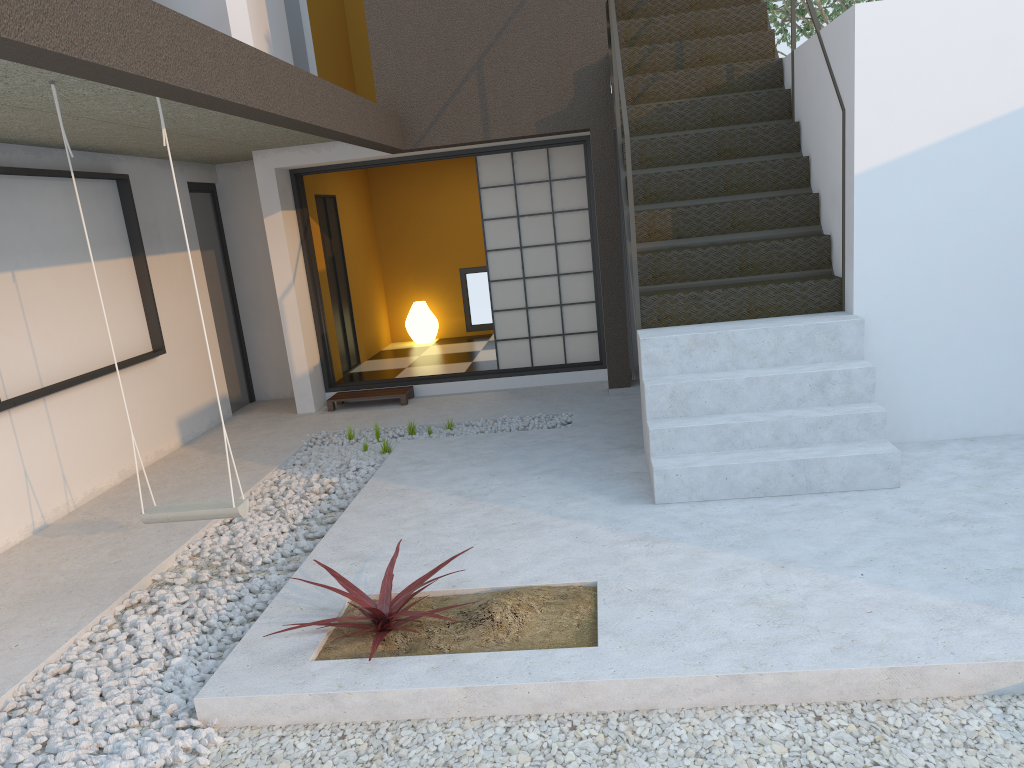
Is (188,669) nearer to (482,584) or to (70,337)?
(482,584)

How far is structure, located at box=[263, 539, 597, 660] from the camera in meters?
3.1 m

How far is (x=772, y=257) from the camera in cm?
516

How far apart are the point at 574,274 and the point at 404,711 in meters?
5.4 m

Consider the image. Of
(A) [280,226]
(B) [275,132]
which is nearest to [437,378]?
(A) [280,226]

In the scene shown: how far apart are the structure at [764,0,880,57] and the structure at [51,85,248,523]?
10.8m

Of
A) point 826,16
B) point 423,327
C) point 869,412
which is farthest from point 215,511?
point 826,16

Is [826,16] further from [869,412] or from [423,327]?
[869,412]

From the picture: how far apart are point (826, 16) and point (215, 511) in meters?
11.0 m

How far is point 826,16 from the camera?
11.7m
